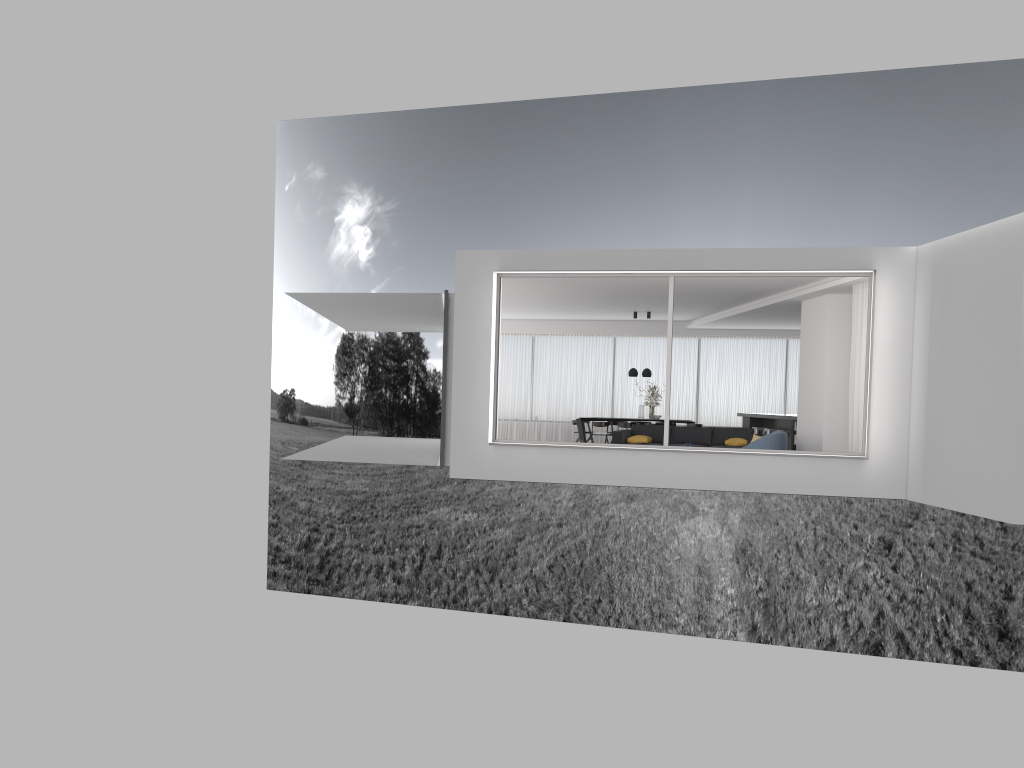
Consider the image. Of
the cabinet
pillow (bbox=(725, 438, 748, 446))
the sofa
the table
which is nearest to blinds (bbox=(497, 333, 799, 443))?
the cabinet

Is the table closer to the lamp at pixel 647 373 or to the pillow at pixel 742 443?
the lamp at pixel 647 373

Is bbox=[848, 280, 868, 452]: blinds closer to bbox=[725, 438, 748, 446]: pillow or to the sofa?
bbox=[725, 438, 748, 446]: pillow

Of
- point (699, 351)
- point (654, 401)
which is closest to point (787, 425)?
point (654, 401)

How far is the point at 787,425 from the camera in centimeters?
1764cm

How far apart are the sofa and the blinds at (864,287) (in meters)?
3.05

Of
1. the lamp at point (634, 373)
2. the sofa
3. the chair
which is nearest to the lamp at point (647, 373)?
the lamp at point (634, 373)

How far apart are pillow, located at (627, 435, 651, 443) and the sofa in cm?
18

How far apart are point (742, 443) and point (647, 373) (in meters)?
4.79

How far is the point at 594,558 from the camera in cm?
3705
